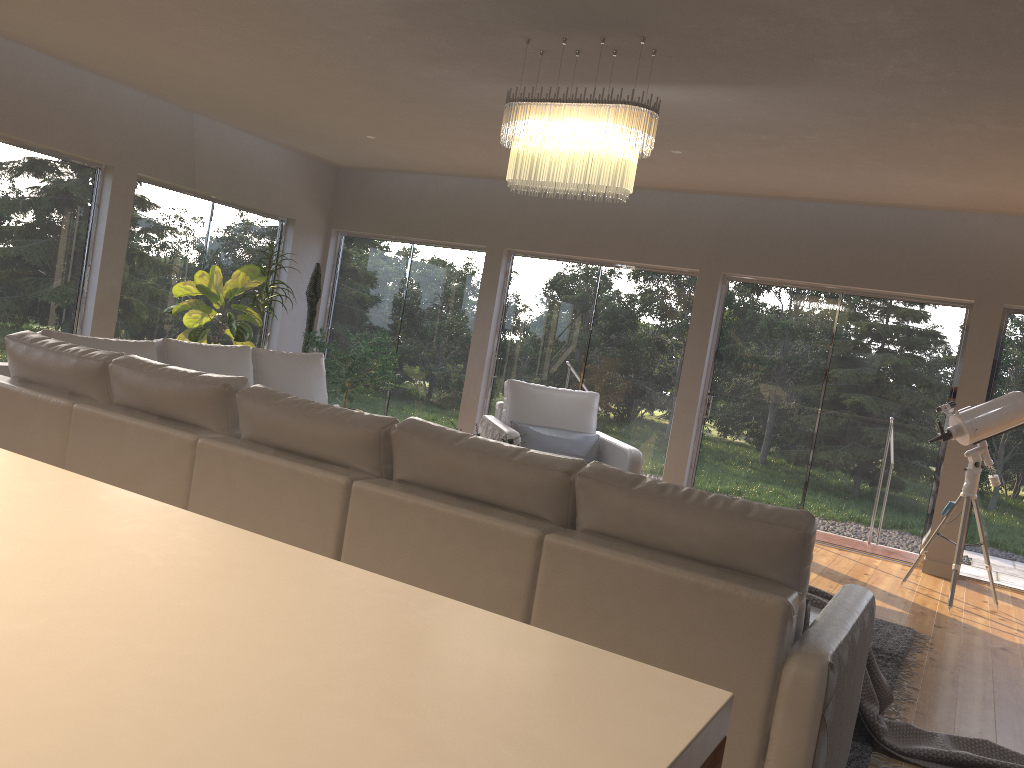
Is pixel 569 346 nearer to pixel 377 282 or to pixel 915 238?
pixel 377 282

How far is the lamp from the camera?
4.1 meters

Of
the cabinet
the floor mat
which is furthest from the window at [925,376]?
the cabinet

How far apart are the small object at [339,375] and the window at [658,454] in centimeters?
103cm

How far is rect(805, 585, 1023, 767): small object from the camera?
3.2m

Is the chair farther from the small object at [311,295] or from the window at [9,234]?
the window at [9,234]

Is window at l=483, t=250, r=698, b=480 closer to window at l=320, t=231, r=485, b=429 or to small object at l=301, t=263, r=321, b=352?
window at l=320, t=231, r=485, b=429

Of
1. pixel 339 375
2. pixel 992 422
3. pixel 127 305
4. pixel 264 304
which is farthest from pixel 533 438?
pixel 127 305

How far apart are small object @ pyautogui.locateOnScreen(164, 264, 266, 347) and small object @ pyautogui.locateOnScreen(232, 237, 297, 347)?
0.08m

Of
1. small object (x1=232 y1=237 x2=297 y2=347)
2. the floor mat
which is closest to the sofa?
the floor mat
